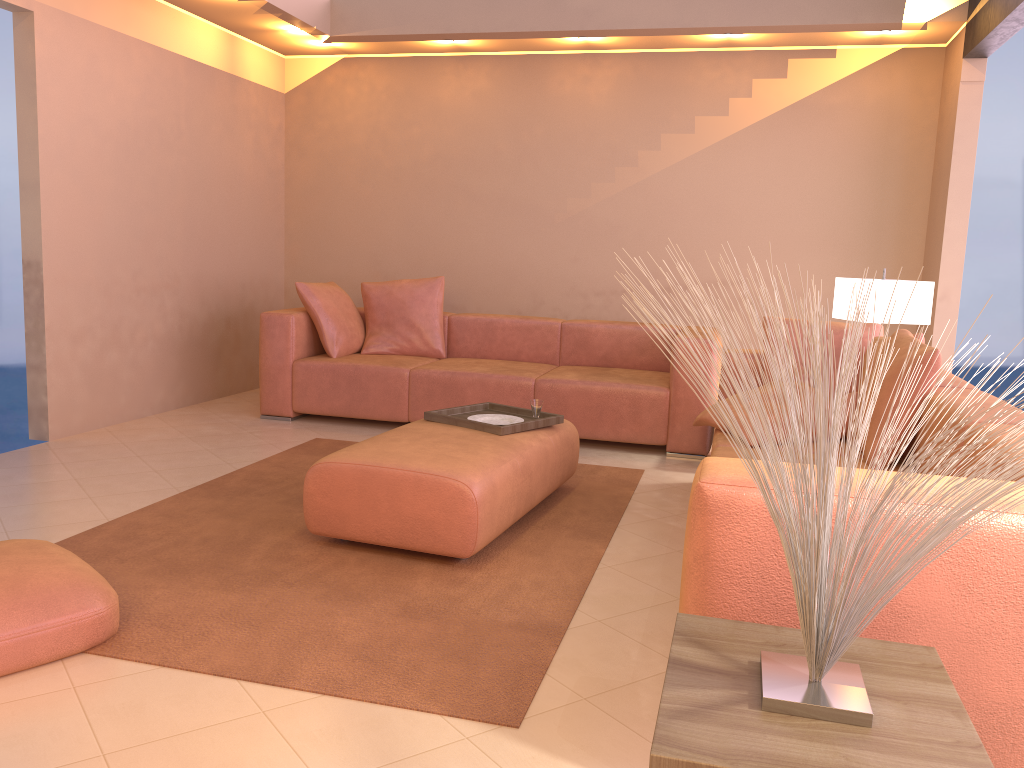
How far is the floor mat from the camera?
2.2m

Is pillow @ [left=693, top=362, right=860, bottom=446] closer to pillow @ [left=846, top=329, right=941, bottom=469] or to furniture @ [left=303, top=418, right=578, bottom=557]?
furniture @ [left=303, top=418, right=578, bottom=557]

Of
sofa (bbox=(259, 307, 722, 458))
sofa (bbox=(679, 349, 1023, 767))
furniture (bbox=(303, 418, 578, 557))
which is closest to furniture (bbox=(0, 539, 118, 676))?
furniture (bbox=(303, 418, 578, 557))

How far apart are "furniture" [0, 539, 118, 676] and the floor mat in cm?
2

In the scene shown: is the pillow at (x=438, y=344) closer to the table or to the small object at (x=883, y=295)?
the small object at (x=883, y=295)

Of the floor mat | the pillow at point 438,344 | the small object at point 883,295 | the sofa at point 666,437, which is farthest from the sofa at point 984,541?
the pillow at point 438,344

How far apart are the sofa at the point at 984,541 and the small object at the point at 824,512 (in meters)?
0.26

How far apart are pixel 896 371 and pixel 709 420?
0.8 meters

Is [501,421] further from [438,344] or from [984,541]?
[984,541]

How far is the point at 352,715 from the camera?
2.0 meters
